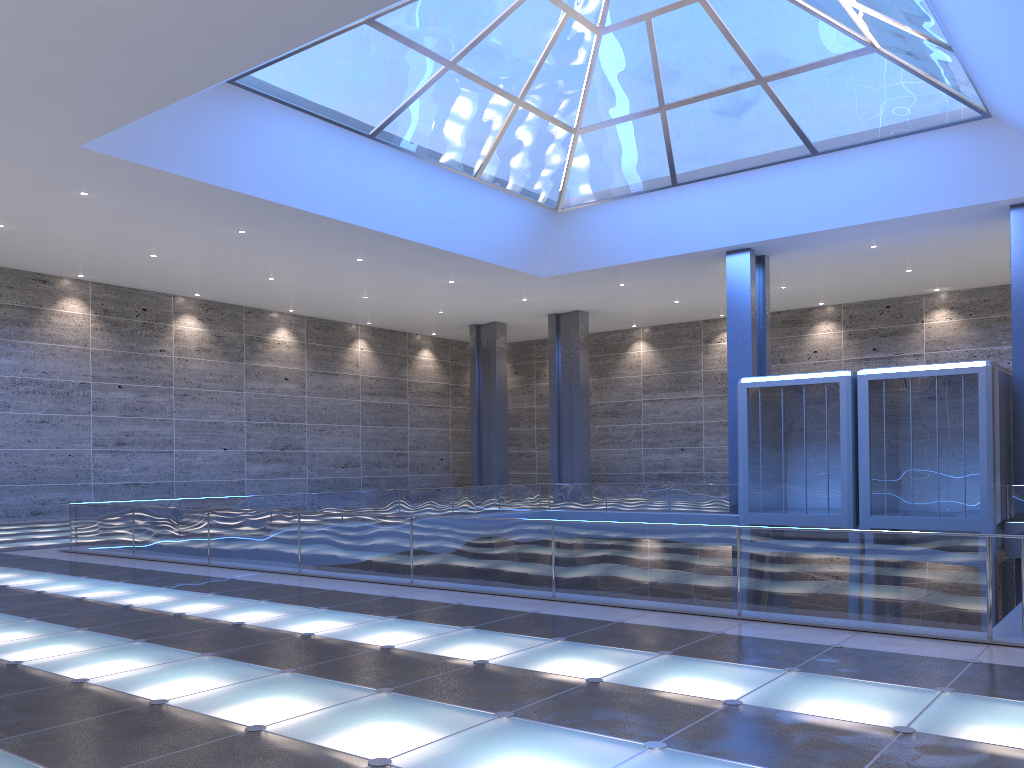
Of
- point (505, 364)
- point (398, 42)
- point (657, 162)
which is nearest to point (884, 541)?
point (398, 42)

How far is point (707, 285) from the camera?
37.0 meters
